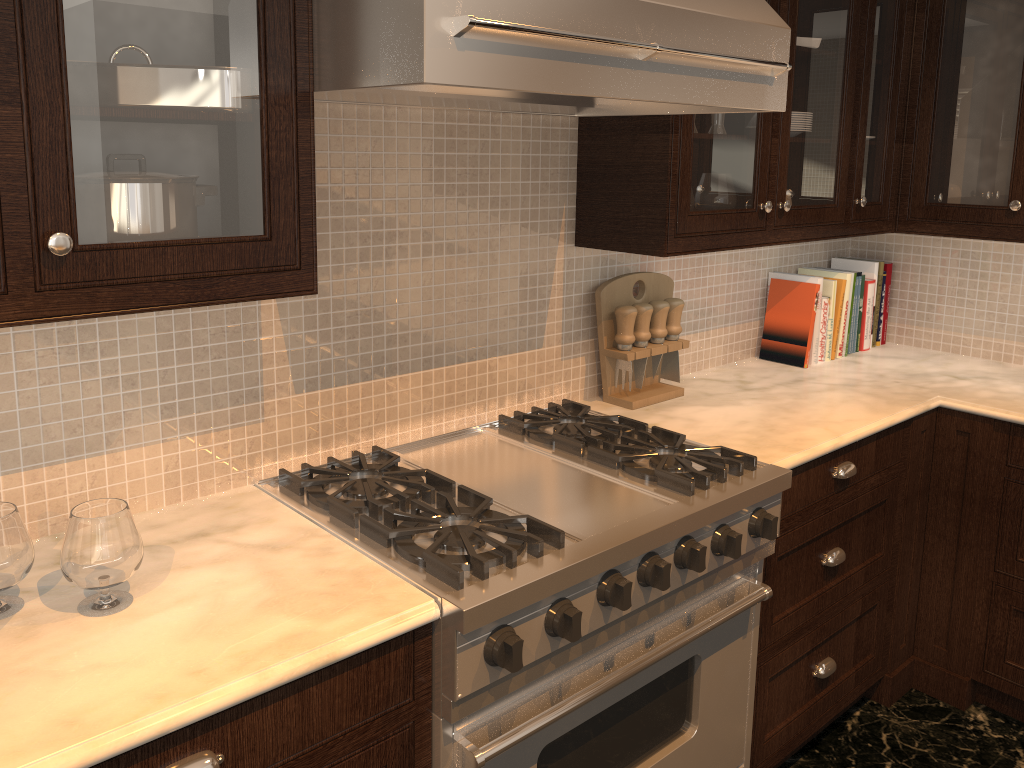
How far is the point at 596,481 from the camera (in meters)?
1.86

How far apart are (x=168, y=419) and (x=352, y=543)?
0.4 meters

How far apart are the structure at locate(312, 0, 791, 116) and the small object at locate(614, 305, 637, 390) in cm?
50

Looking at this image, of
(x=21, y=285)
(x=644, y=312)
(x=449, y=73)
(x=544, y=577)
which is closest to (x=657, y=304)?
(x=644, y=312)

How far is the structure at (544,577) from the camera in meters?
1.4 m

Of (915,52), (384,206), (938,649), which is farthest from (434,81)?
(938,649)

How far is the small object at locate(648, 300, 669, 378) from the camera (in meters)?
2.40

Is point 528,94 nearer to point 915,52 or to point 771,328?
point 771,328

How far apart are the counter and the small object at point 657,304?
0.1m

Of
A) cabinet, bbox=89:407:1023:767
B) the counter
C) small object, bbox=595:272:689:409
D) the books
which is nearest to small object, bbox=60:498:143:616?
the counter
